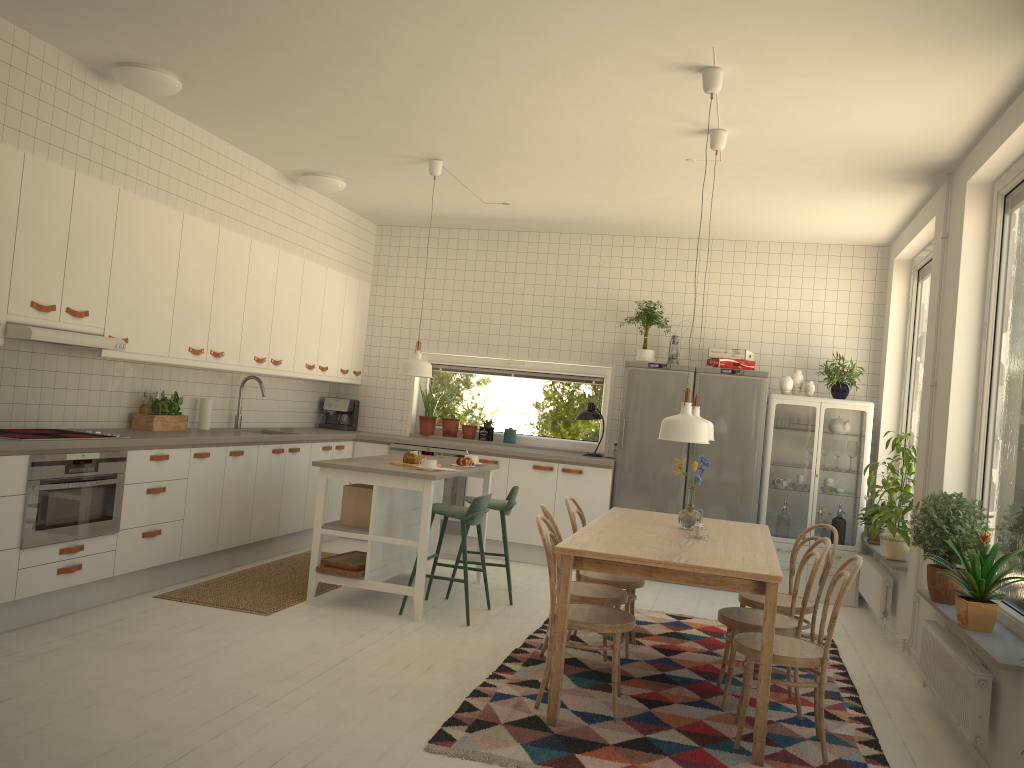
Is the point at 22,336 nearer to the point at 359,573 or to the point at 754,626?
the point at 359,573

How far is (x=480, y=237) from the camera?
8.2 meters

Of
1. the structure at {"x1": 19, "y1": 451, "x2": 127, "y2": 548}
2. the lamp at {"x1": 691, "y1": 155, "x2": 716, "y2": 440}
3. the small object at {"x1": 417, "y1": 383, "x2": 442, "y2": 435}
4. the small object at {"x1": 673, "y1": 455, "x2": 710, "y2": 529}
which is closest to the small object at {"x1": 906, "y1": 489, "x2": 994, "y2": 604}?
the small object at {"x1": 673, "y1": 455, "x2": 710, "y2": 529}

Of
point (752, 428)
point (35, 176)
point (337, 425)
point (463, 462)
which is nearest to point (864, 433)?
point (752, 428)

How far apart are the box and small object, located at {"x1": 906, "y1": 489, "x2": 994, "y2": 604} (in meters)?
3.07

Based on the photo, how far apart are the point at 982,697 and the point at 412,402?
5.62m

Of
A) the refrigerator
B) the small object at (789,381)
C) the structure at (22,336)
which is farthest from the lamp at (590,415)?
the structure at (22,336)

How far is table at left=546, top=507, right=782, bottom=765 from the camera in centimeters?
346cm

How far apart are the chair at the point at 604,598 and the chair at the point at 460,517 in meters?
0.9

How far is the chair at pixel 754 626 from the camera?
4.0 meters
